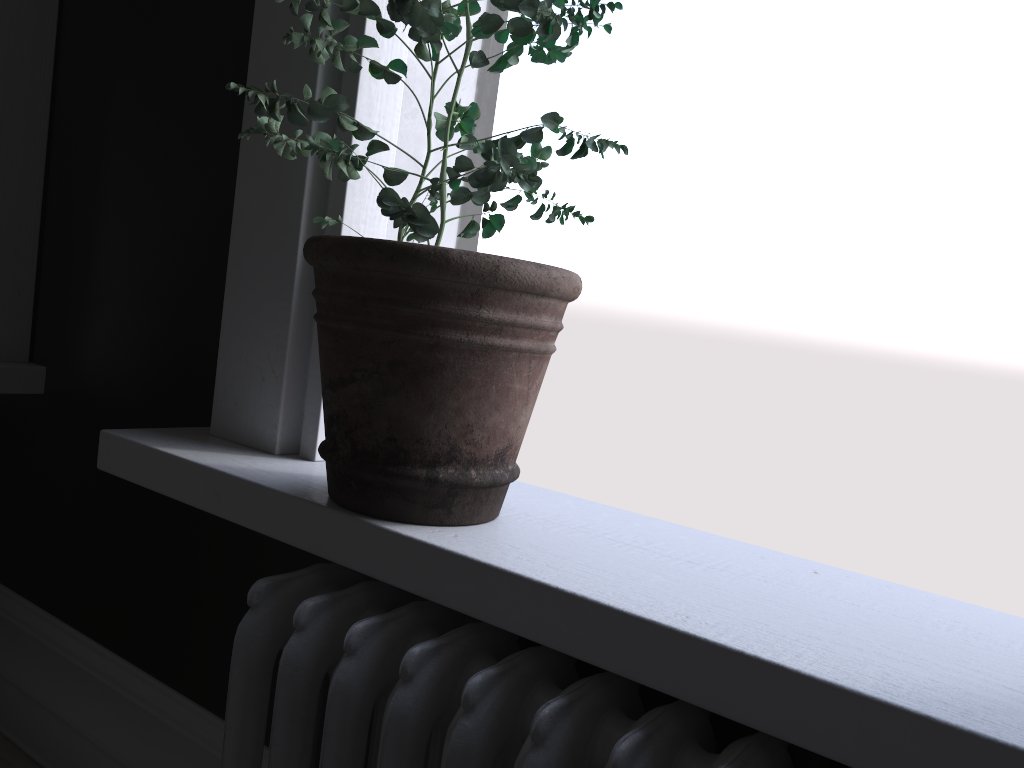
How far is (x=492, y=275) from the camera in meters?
1.0 m

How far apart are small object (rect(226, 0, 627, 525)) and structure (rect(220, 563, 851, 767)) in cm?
10

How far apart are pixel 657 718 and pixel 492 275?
0.5 meters

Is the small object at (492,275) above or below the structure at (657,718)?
above

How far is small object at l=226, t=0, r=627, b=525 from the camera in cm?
103

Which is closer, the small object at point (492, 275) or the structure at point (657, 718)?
the structure at point (657, 718)

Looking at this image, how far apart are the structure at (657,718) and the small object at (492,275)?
0.1m

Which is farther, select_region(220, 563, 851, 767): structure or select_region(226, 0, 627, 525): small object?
select_region(226, 0, 627, 525): small object

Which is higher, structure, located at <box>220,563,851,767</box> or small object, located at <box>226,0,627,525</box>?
small object, located at <box>226,0,627,525</box>

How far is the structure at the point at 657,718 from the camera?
0.86m
